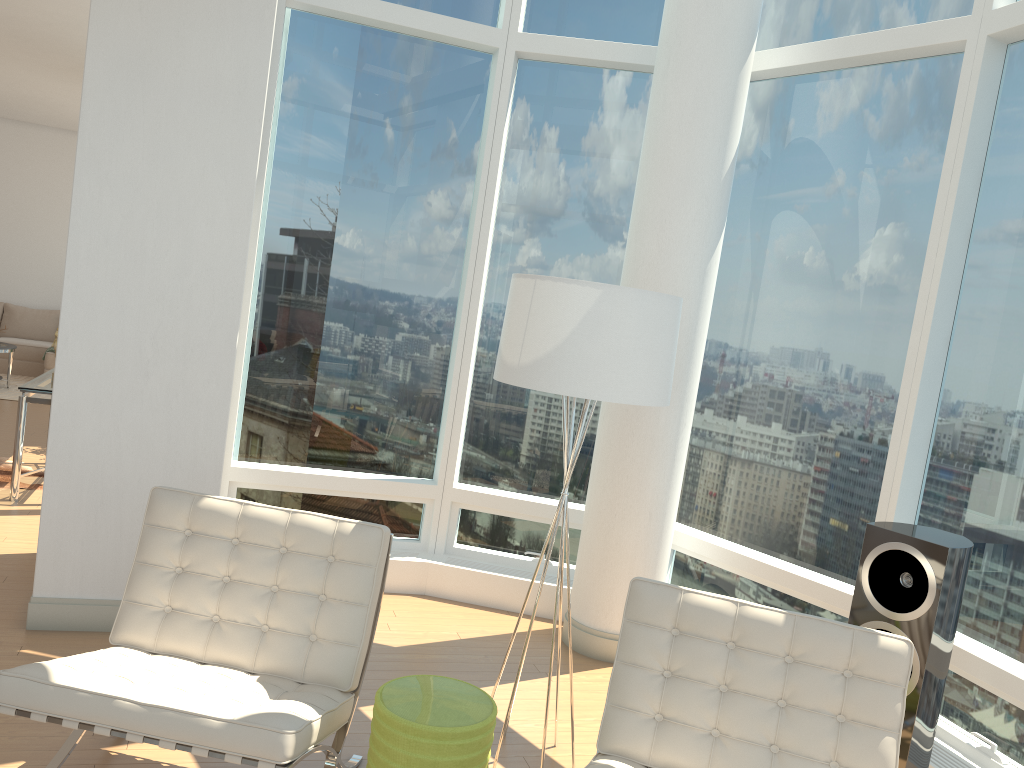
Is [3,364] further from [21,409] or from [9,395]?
[21,409]

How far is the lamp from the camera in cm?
305

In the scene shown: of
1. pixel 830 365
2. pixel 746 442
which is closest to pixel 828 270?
pixel 830 365

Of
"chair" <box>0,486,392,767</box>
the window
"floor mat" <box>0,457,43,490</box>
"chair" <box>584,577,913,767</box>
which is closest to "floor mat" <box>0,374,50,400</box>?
"floor mat" <box>0,457,43,490</box>

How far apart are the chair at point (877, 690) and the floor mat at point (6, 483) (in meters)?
5.23

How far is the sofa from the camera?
11.6 meters

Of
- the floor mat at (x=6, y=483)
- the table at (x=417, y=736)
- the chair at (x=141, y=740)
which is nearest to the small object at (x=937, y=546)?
the table at (x=417, y=736)

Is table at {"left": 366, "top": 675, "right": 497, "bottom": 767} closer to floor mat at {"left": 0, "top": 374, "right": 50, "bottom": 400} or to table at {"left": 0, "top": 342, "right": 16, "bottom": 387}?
floor mat at {"left": 0, "top": 374, "right": 50, "bottom": 400}

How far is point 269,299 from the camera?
5.24m

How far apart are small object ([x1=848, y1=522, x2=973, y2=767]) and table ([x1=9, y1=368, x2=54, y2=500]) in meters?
5.2 m
